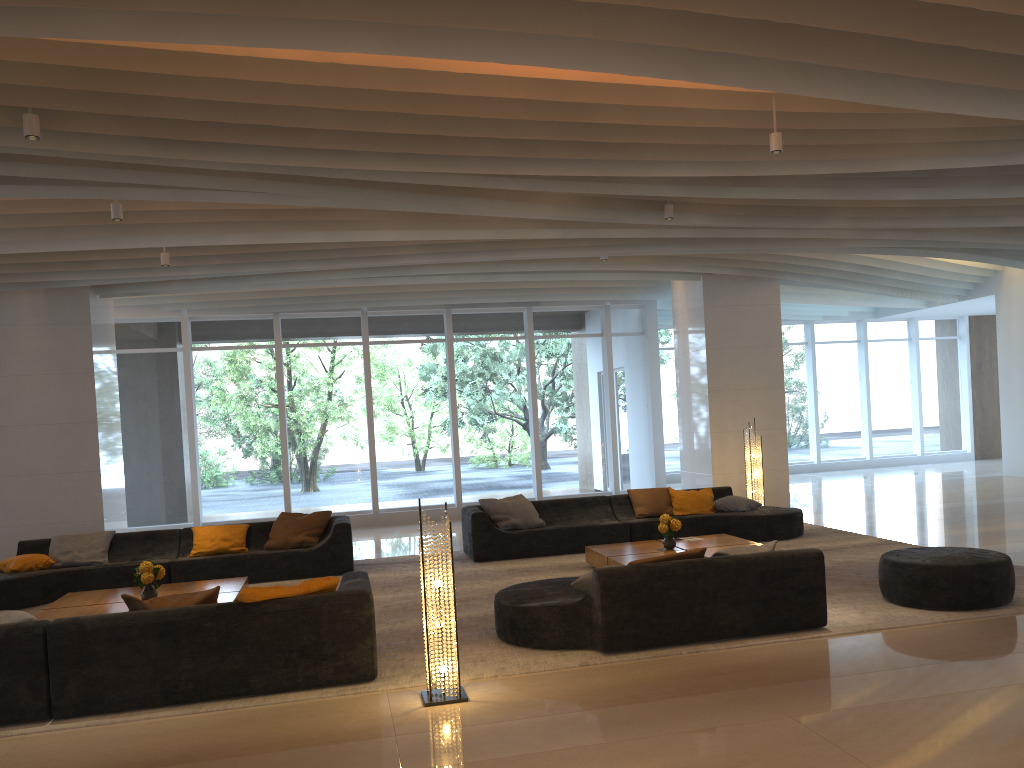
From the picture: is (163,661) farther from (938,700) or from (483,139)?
(938,700)

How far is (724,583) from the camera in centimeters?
606cm

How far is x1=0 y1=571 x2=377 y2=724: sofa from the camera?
5.1m

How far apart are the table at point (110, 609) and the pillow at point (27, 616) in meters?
1.9

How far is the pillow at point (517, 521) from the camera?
10.5m

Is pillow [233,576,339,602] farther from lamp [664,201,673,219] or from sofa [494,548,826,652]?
lamp [664,201,673,219]

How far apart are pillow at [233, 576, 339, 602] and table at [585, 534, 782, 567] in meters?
3.3 m

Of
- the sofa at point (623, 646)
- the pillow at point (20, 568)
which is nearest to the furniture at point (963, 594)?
the sofa at point (623, 646)

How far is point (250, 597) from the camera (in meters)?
5.39

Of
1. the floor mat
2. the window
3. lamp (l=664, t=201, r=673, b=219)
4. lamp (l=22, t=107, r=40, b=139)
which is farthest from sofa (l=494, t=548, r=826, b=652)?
the window
